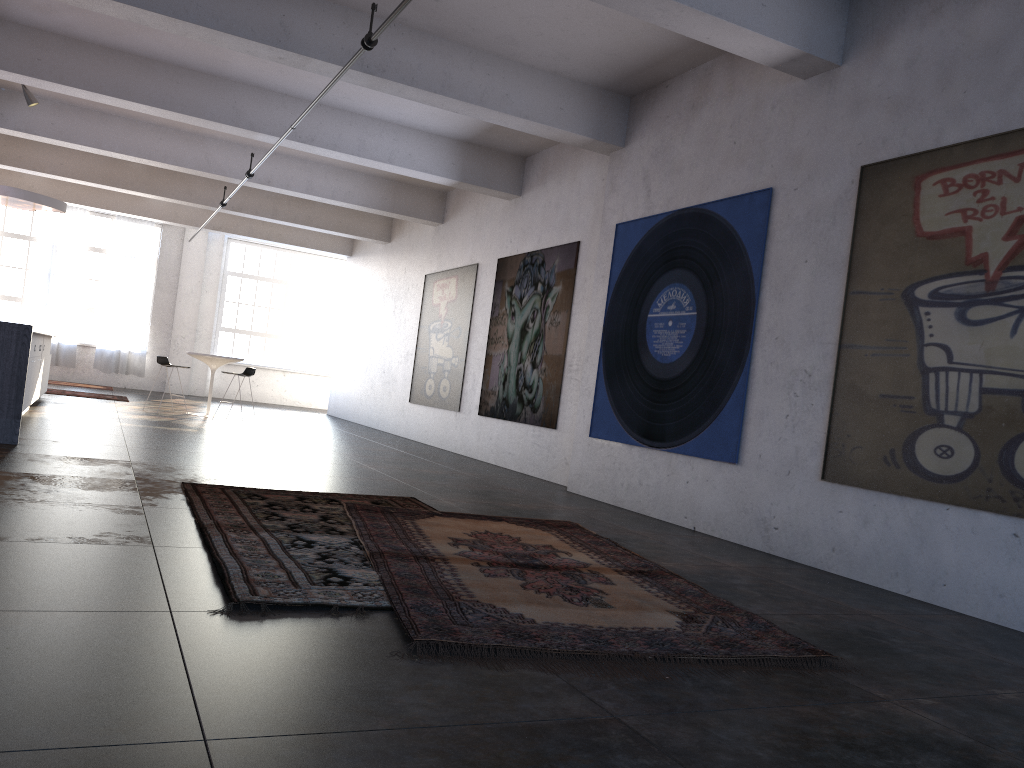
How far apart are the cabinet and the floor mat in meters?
5.5

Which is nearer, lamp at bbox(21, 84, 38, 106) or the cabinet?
the cabinet

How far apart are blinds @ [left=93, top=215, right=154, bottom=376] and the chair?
7.4 meters

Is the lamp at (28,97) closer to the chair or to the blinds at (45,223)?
the chair

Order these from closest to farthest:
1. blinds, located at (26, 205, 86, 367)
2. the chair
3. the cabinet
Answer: the cabinet
the chair
blinds, located at (26, 205, 86, 367)

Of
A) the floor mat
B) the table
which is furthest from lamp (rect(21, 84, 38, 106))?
the floor mat

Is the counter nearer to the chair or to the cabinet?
the cabinet

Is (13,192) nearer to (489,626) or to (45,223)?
(45,223)

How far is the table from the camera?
13.6 meters

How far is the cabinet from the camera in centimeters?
962cm
